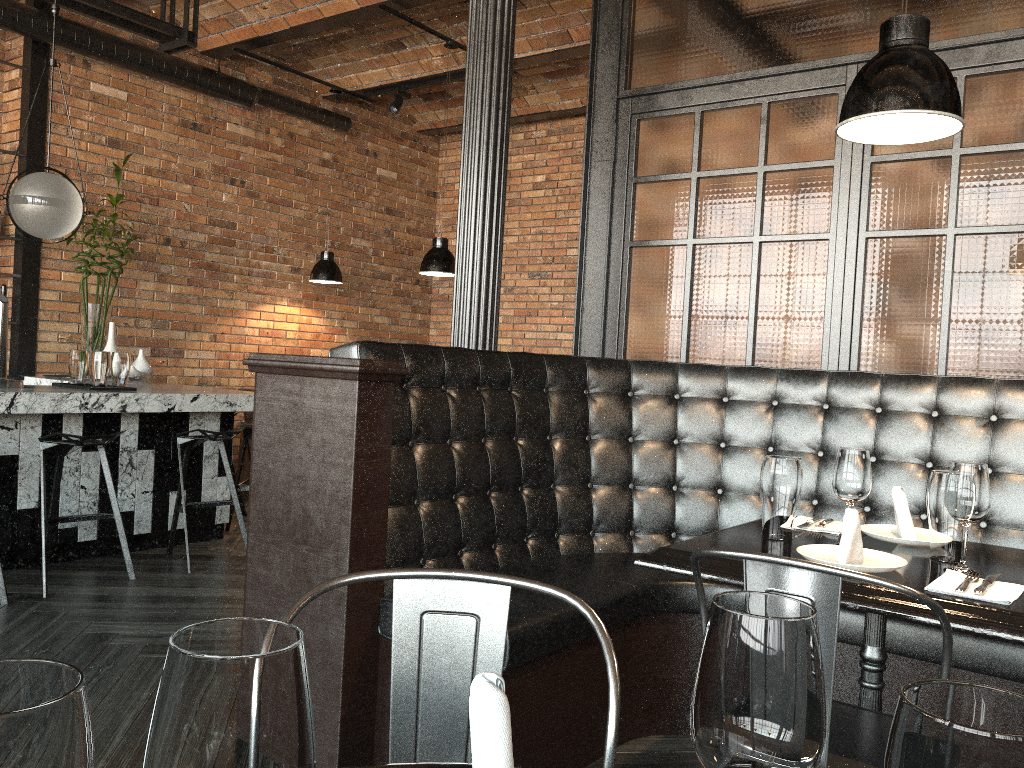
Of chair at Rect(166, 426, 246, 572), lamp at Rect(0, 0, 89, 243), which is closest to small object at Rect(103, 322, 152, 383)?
Answer: chair at Rect(166, 426, 246, 572)

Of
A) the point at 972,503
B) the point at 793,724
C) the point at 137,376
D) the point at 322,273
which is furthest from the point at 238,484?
the point at 793,724

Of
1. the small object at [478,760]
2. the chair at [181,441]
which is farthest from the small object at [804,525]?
the chair at [181,441]

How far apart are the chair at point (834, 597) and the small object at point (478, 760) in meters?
0.9 m

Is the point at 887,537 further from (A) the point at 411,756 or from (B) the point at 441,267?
(B) the point at 441,267

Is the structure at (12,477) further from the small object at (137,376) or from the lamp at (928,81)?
the lamp at (928,81)

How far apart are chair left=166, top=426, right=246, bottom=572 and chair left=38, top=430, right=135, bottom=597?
0.3m

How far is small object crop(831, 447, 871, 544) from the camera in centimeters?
214cm

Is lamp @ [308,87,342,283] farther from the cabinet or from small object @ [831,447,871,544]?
small object @ [831,447,871,544]

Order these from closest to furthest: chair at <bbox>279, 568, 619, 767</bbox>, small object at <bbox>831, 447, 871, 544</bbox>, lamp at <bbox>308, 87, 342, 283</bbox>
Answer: chair at <bbox>279, 568, 619, 767</bbox> → small object at <bbox>831, 447, 871, 544</bbox> → lamp at <bbox>308, 87, 342, 283</bbox>
